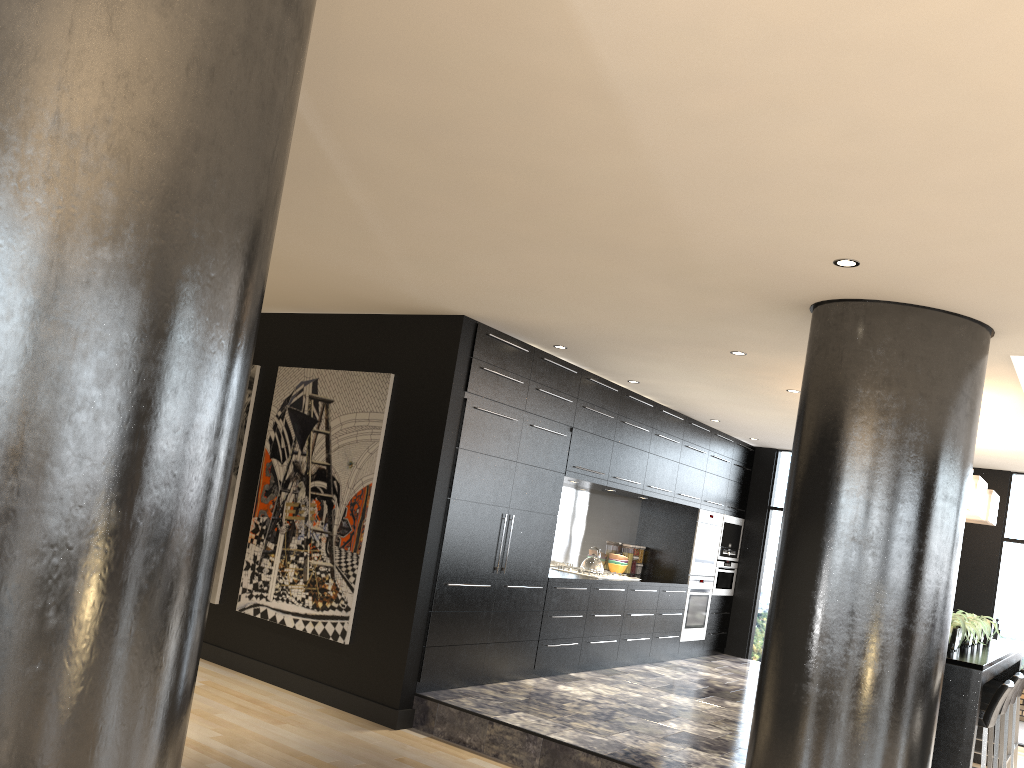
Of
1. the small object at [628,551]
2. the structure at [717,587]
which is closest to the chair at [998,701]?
the small object at [628,551]

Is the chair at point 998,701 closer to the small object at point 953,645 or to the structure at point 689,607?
the small object at point 953,645

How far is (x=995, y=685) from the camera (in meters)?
7.05

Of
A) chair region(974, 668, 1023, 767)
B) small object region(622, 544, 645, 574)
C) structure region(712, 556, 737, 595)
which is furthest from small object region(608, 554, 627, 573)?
chair region(974, 668, 1023, 767)

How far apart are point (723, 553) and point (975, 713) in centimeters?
504cm

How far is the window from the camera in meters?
8.9 m

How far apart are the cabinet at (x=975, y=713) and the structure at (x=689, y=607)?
2.8 meters

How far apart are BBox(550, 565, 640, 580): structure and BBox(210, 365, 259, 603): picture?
3.21m

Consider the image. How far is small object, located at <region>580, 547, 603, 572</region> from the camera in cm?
793

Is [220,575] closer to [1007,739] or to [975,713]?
[975,713]
